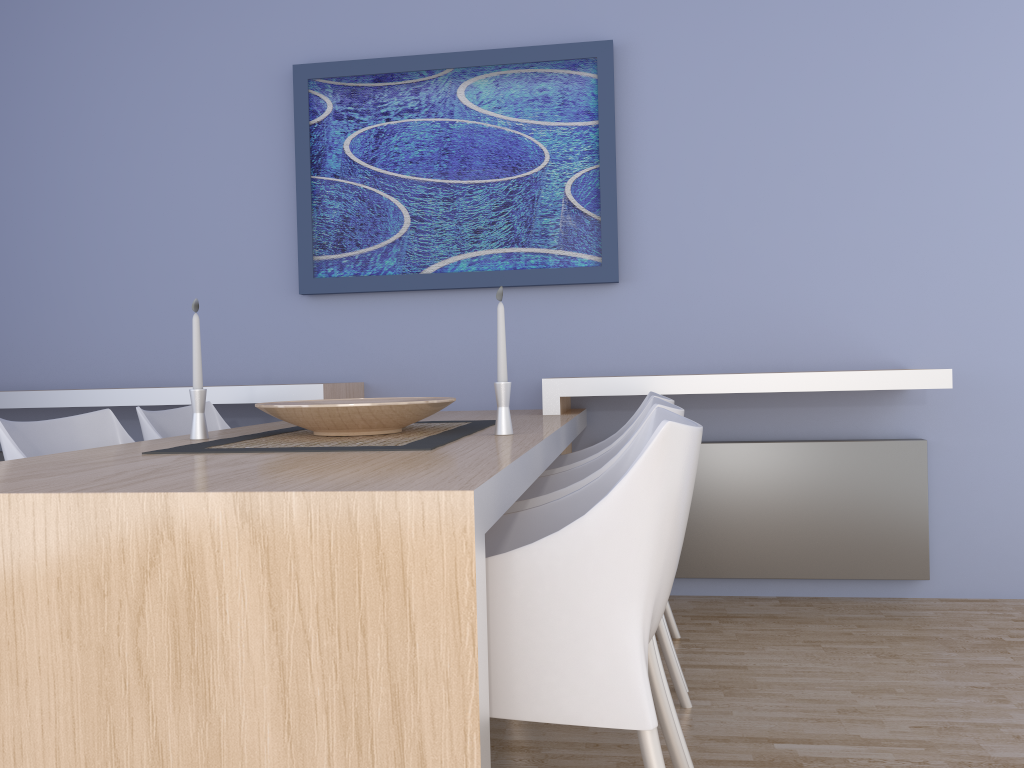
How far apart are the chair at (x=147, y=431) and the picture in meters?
0.7

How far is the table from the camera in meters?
1.1

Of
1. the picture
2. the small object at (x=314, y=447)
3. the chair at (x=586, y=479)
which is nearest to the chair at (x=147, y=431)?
the small object at (x=314, y=447)

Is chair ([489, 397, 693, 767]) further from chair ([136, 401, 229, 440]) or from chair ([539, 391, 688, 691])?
chair ([136, 401, 229, 440])

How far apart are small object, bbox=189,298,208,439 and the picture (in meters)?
1.31

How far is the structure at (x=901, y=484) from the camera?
3.2 meters

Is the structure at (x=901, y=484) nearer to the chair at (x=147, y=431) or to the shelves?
the shelves

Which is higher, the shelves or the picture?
the picture

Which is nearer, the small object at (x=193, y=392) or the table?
the table

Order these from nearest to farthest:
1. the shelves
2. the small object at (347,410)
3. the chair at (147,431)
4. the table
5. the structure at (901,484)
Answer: the table, the small object at (347,410), the chair at (147,431), the shelves, the structure at (901,484)
